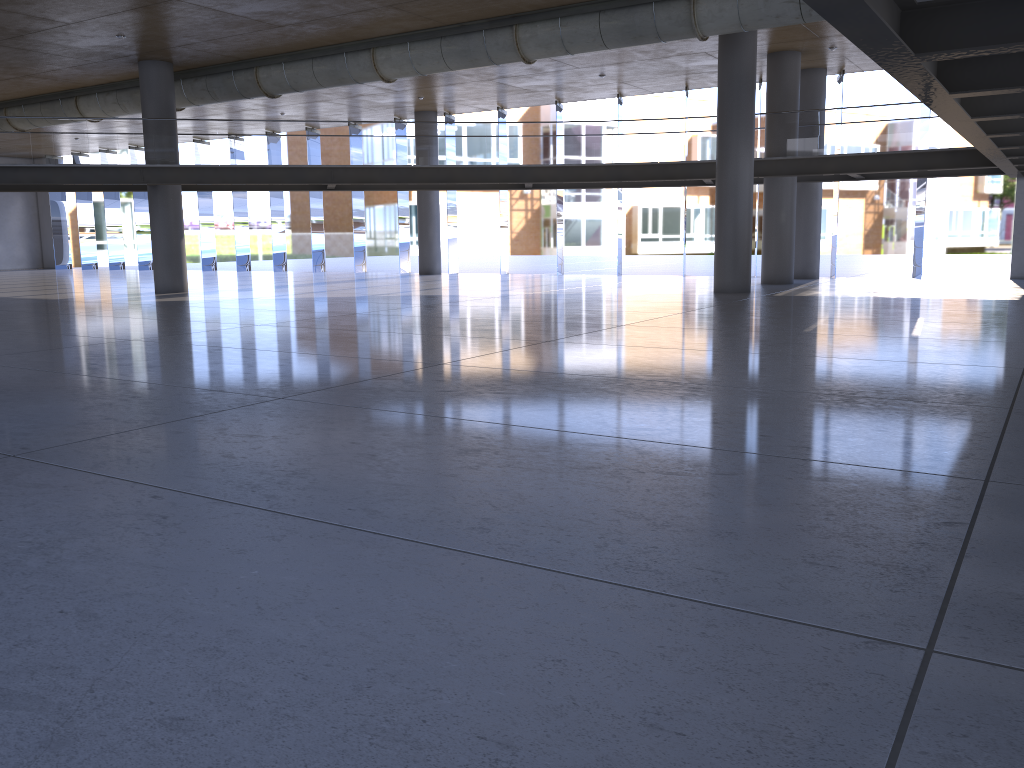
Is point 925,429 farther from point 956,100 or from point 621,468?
point 956,100

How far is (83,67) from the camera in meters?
22.0
